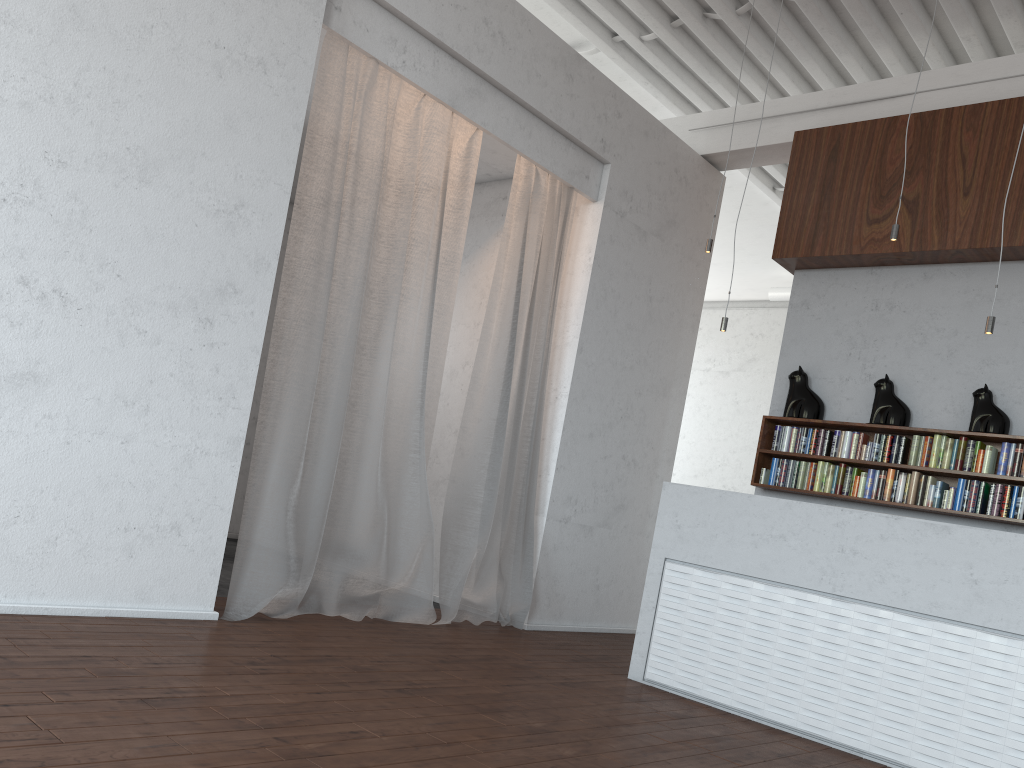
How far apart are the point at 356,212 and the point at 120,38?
1.5m

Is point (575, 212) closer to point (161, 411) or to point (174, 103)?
point (174, 103)

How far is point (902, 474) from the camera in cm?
575
